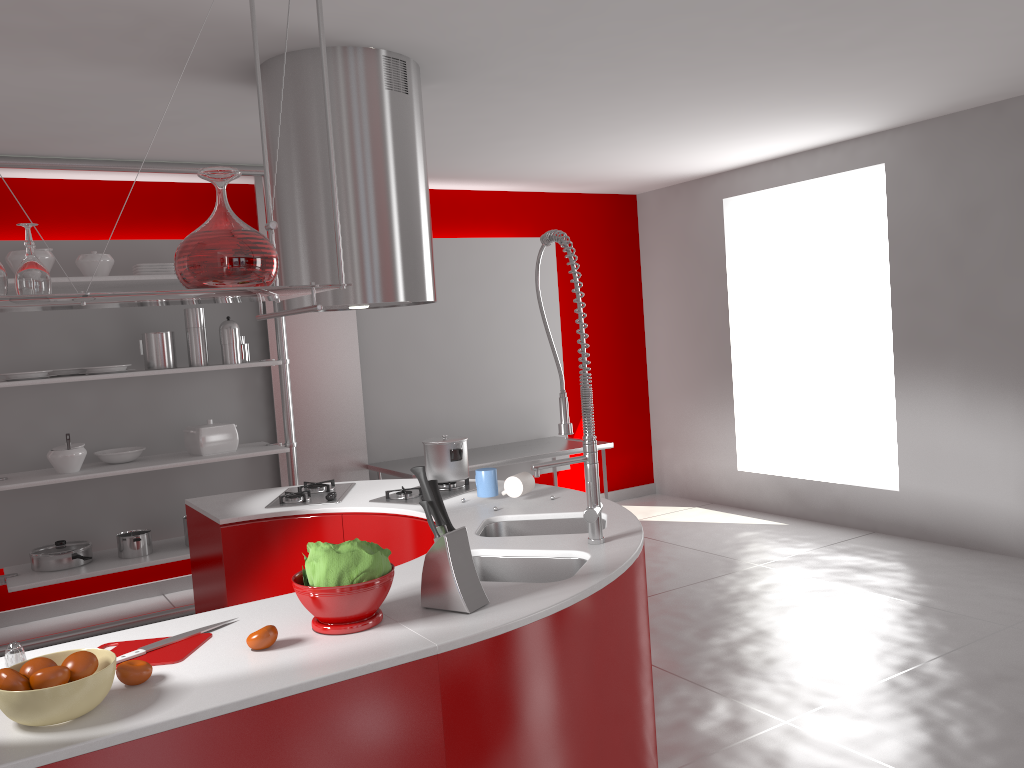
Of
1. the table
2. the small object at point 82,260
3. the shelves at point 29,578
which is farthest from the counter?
the small object at point 82,260

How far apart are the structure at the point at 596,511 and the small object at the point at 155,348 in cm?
303

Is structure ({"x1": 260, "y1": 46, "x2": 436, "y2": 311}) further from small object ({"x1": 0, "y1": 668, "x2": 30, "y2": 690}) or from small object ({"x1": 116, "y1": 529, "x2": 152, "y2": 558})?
small object ({"x1": 116, "y1": 529, "x2": 152, "y2": 558})

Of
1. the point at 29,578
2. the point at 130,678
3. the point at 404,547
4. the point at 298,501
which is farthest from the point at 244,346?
the point at 130,678

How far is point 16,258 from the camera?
4.53m

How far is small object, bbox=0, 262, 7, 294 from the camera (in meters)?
1.53

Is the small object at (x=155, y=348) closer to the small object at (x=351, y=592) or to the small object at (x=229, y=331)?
the small object at (x=229, y=331)

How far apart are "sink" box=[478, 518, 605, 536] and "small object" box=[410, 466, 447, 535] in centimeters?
89cm

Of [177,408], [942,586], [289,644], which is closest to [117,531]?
[177,408]

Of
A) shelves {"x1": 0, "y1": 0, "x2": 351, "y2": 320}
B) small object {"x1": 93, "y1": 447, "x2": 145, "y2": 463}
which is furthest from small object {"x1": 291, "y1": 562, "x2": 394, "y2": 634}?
small object {"x1": 93, "y1": 447, "x2": 145, "y2": 463}
